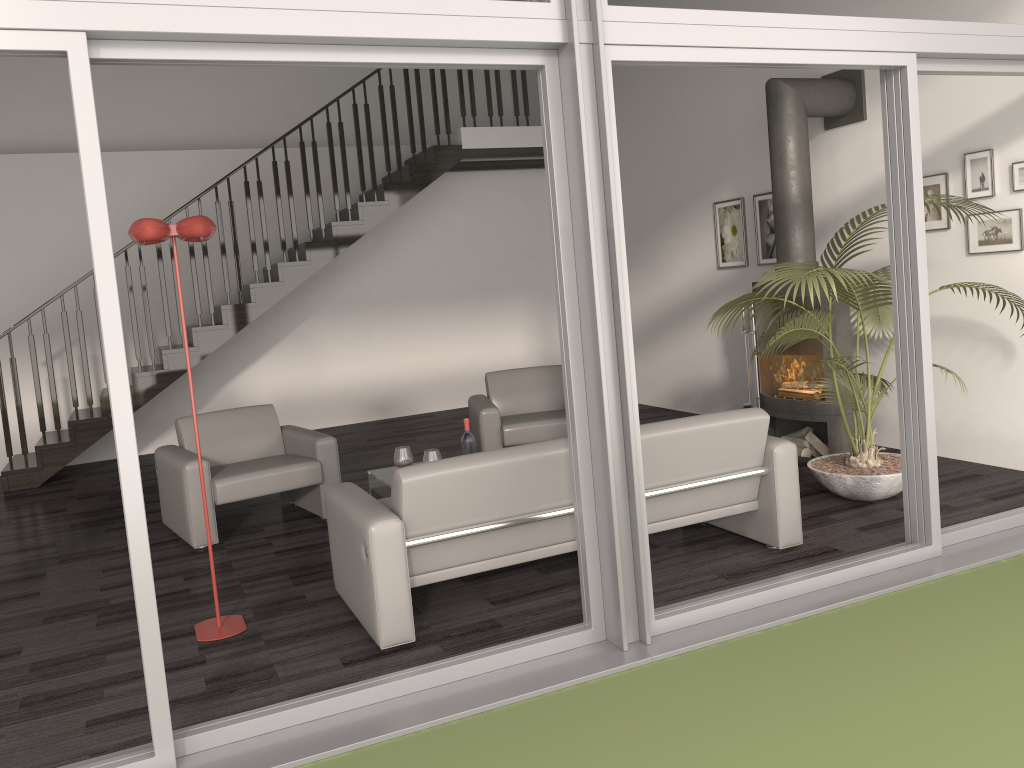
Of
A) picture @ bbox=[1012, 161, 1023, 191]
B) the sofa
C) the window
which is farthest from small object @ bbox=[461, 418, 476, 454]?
picture @ bbox=[1012, 161, 1023, 191]

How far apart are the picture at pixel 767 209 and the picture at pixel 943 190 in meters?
1.5

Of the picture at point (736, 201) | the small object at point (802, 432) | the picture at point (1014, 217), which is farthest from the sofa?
the picture at point (736, 201)

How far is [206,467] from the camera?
5.2m

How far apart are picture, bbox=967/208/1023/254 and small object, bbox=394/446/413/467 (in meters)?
3.64

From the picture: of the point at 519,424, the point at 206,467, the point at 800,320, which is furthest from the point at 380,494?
the point at 800,320

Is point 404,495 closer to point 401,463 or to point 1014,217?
point 401,463

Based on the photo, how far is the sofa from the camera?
3.5 meters

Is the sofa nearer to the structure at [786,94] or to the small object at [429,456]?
the small object at [429,456]

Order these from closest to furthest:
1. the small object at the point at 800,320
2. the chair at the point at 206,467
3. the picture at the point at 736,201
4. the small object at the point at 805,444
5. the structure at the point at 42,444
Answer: the small object at the point at 800,320, the chair at the point at 206,467, the small object at the point at 805,444, the picture at the point at 736,201, the structure at the point at 42,444
